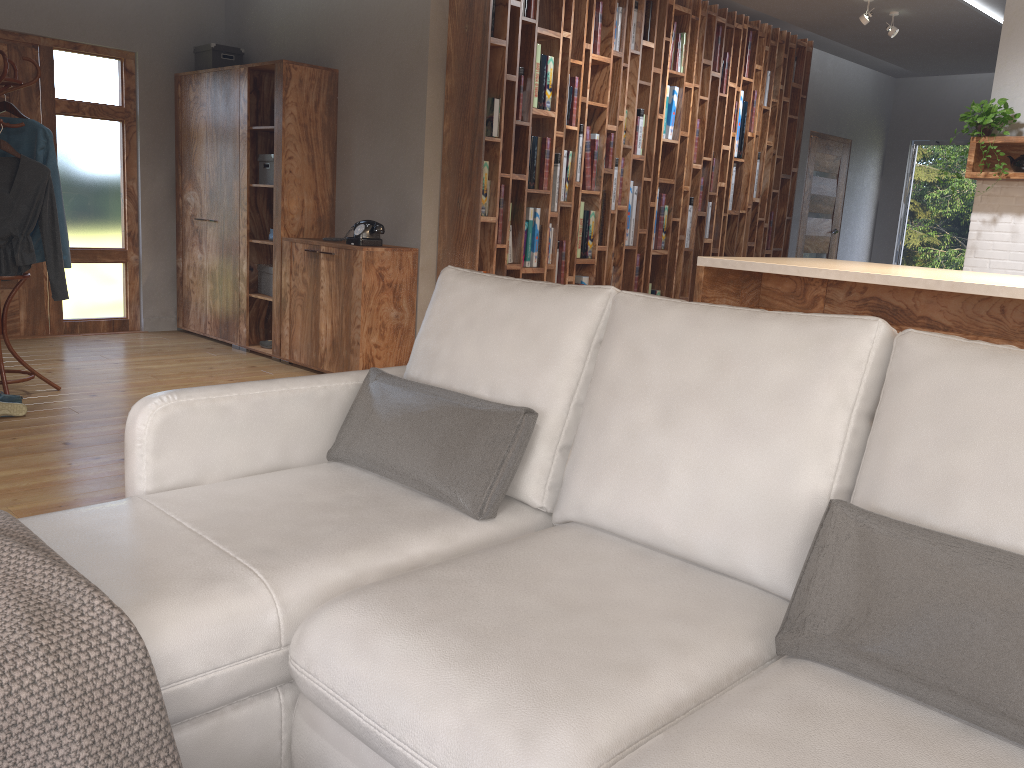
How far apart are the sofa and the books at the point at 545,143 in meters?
3.4 m

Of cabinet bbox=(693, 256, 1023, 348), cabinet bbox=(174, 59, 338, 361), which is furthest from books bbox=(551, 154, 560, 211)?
cabinet bbox=(693, 256, 1023, 348)

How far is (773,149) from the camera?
7.56m

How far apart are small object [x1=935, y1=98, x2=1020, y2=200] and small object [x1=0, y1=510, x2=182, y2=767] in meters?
5.7

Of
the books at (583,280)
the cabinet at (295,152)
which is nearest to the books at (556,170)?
the books at (583,280)

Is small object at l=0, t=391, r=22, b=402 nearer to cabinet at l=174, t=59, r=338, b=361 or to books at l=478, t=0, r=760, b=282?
cabinet at l=174, t=59, r=338, b=361

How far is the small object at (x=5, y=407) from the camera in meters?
4.2 m

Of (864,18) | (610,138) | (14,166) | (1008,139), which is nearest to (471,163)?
(610,138)

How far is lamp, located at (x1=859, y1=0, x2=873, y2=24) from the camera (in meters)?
6.28

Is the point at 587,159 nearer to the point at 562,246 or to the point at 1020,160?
the point at 562,246
